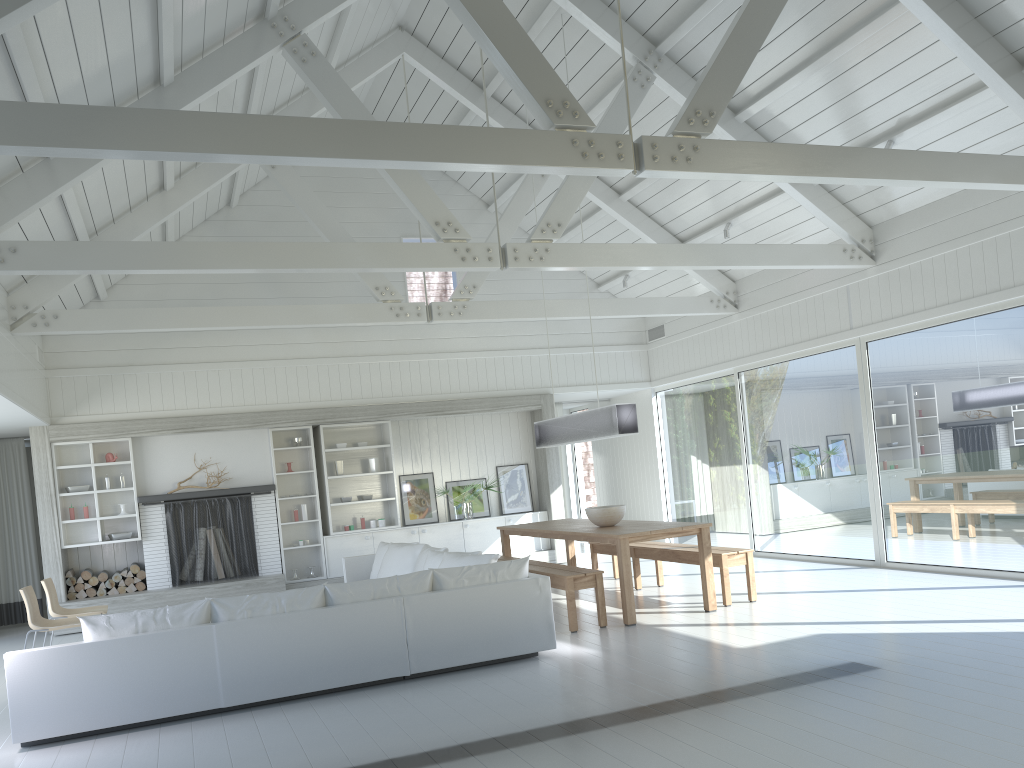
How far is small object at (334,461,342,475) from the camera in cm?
1161

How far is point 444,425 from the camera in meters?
12.4

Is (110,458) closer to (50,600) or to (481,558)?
(50,600)

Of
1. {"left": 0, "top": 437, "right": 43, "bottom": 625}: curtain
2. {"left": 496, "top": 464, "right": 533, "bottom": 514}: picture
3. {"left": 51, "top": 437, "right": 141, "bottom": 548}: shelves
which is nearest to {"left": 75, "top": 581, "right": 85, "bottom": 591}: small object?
{"left": 51, "top": 437, "right": 141, "bottom": 548}: shelves

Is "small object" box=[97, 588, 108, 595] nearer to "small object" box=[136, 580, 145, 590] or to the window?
"small object" box=[136, 580, 145, 590]

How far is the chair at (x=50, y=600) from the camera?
7.95m

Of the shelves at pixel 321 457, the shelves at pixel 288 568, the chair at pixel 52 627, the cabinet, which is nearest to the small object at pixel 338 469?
the shelves at pixel 321 457

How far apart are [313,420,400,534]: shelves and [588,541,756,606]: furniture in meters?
3.0 m

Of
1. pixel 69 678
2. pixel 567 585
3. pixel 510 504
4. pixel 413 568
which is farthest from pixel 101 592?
pixel 567 585

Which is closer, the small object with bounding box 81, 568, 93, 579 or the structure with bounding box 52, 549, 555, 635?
the structure with bounding box 52, 549, 555, 635
